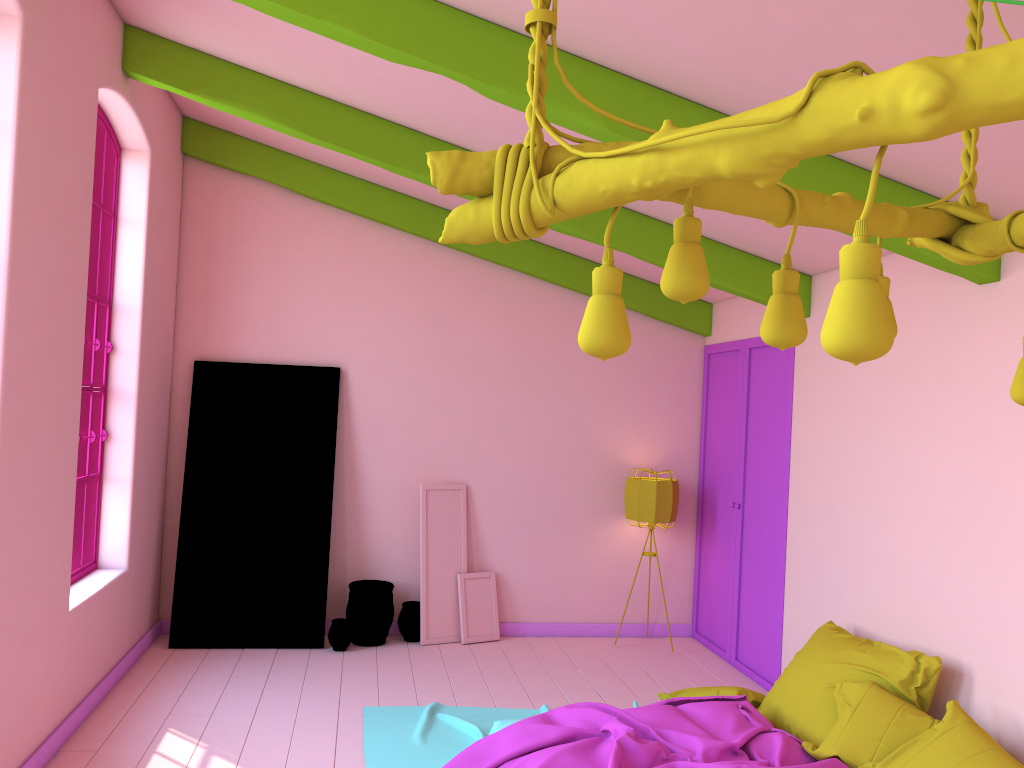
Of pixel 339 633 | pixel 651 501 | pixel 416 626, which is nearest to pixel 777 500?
pixel 651 501

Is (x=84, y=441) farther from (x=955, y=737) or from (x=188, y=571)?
(x=955, y=737)

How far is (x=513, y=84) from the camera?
3.8m

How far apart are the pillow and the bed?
0.0 meters

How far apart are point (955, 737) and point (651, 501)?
3.55m

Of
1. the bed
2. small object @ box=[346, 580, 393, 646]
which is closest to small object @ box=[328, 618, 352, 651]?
small object @ box=[346, 580, 393, 646]

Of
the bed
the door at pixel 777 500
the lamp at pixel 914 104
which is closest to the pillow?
the bed

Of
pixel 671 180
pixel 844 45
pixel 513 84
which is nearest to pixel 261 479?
pixel 513 84

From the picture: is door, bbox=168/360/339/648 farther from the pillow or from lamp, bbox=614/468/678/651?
the pillow

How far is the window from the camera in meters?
5.7
